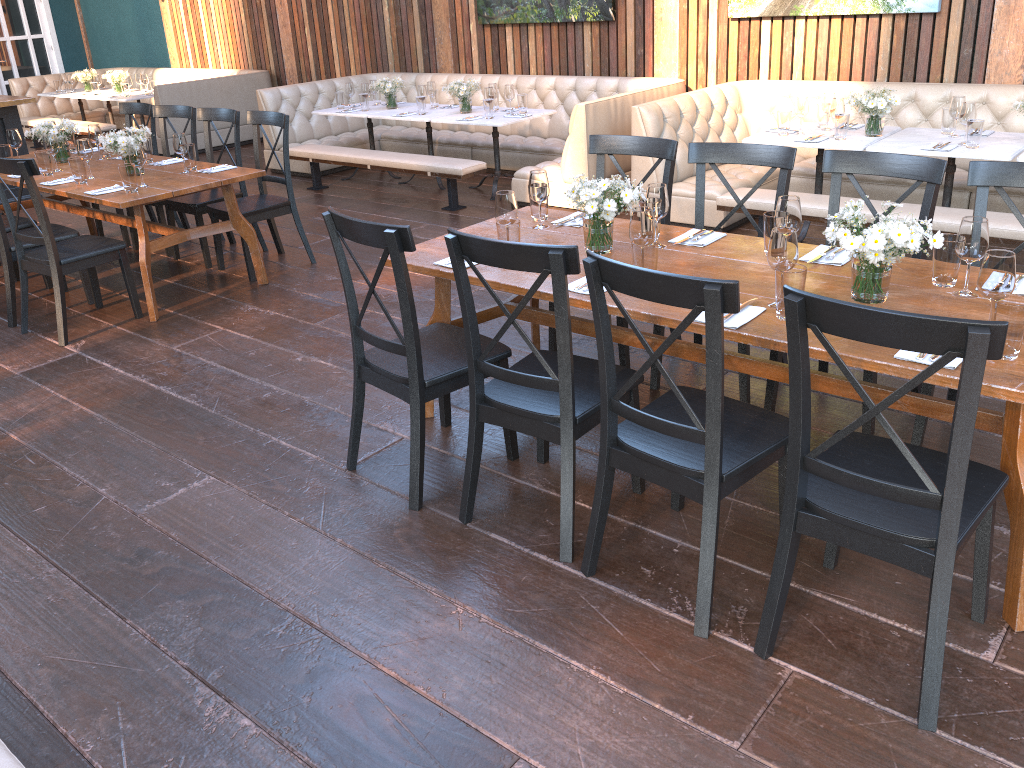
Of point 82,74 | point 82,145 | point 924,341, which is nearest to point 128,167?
point 82,145

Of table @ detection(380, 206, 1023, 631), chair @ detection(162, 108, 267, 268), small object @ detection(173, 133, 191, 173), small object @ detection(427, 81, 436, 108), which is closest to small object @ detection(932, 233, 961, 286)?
table @ detection(380, 206, 1023, 631)

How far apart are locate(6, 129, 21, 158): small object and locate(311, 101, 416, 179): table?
2.92m

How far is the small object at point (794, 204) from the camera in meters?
3.0

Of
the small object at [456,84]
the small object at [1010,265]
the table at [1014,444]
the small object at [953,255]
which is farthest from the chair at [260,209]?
the small object at [1010,265]

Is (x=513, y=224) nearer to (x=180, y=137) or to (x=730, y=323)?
(x=730, y=323)

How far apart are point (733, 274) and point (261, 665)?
1.96m

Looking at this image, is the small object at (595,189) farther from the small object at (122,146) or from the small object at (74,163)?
the small object at (74,163)

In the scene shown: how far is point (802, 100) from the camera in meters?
5.7

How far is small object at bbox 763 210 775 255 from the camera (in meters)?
3.14
